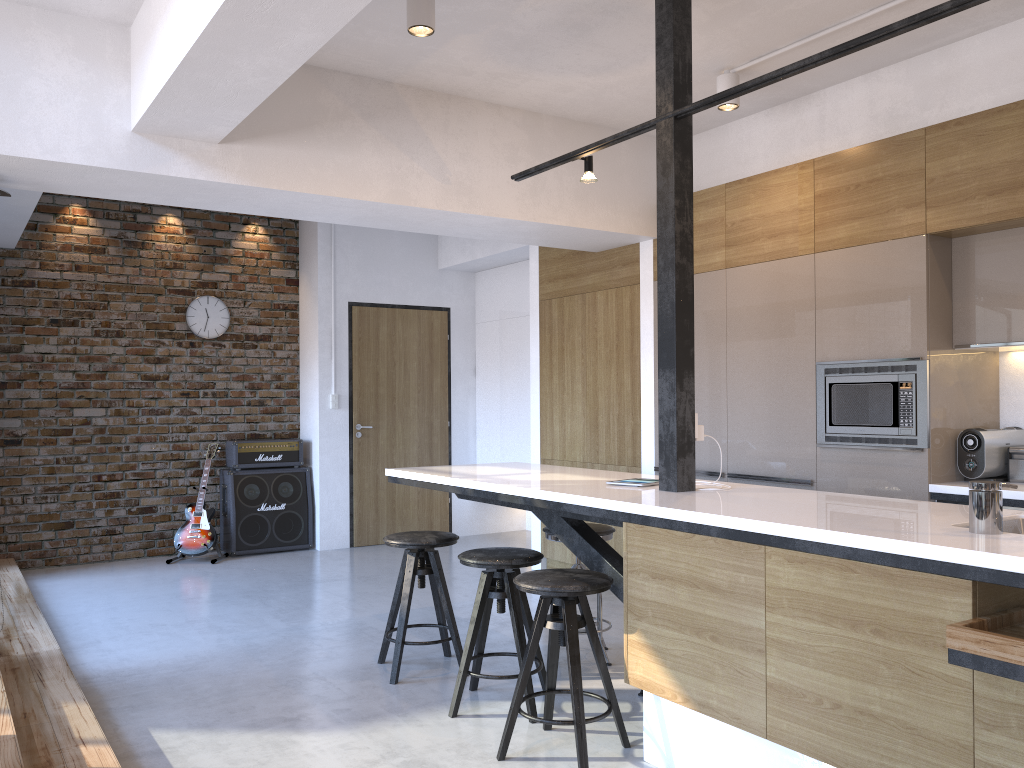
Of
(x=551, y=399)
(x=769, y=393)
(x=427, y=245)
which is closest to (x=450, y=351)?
(x=427, y=245)

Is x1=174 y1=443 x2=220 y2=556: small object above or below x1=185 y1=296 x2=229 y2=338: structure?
below

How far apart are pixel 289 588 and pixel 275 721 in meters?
2.6

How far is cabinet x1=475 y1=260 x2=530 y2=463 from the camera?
7.70m

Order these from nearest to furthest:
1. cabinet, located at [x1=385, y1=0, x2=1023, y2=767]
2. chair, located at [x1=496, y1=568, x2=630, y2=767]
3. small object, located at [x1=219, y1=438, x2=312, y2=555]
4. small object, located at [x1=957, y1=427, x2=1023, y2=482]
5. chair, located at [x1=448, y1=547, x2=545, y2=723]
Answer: → cabinet, located at [x1=385, y1=0, x2=1023, y2=767]
chair, located at [x1=496, y1=568, x2=630, y2=767]
chair, located at [x1=448, y1=547, x2=545, y2=723]
small object, located at [x1=957, y1=427, x2=1023, y2=482]
small object, located at [x1=219, y1=438, x2=312, y2=555]

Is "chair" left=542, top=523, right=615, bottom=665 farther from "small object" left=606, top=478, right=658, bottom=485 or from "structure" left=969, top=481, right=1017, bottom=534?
"structure" left=969, top=481, right=1017, bottom=534

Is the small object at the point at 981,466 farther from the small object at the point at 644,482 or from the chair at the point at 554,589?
the chair at the point at 554,589

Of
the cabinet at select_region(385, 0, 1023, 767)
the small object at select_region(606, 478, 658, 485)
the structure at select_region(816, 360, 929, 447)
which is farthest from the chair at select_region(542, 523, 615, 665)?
the structure at select_region(816, 360, 929, 447)

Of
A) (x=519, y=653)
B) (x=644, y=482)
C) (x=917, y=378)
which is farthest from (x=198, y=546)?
(x=917, y=378)

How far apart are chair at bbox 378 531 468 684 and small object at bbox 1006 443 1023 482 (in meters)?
2.54
